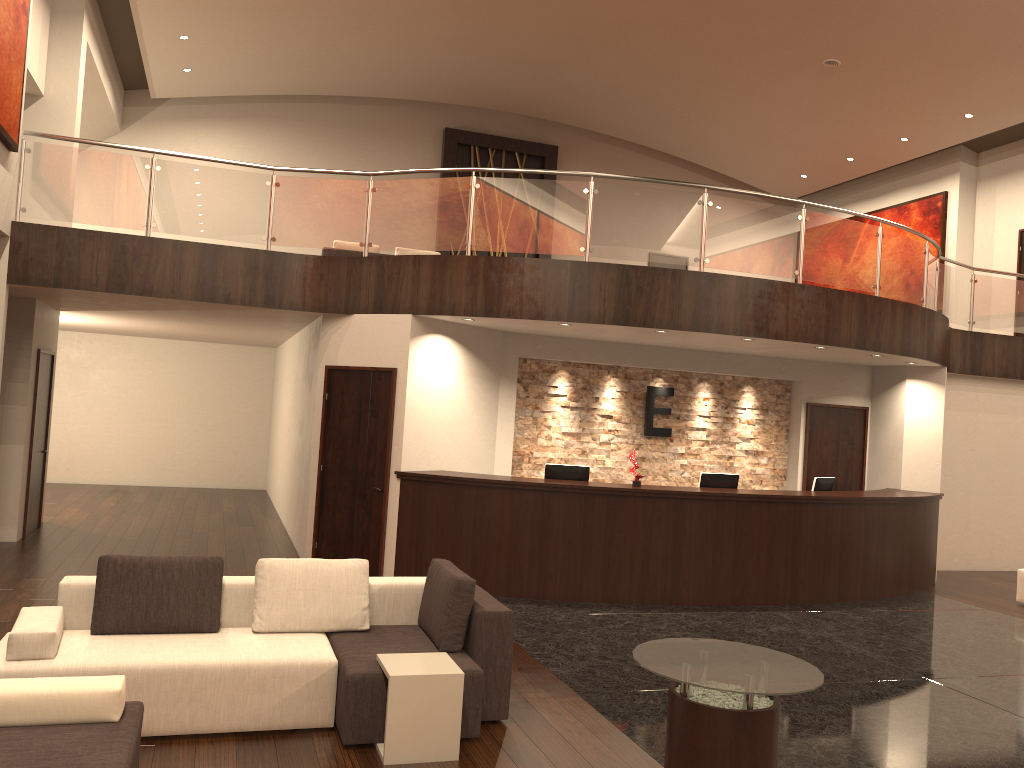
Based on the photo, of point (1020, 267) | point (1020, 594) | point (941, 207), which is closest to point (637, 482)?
point (1020, 594)

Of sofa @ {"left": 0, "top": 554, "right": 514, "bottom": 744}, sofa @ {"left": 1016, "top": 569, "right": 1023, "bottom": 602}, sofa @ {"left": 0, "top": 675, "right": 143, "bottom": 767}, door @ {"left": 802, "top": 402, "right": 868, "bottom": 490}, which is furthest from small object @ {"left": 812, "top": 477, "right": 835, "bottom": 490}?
sofa @ {"left": 0, "top": 675, "right": 143, "bottom": 767}

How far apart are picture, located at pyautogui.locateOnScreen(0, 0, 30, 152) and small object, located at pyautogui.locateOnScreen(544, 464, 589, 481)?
6.1m

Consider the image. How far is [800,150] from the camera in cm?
1787

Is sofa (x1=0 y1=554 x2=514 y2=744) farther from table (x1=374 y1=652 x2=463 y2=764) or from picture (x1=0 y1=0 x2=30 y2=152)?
picture (x1=0 y1=0 x2=30 y2=152)

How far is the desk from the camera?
8.89m

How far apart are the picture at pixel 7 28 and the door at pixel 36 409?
2.93m

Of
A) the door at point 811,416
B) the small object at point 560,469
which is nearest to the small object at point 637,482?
the small object at point 560,469

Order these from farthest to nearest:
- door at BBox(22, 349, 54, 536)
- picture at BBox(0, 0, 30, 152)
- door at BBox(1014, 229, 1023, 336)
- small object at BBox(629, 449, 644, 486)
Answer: door at BBox(1014, 229, 1023, 336) < door at BBox(22, 349, 54, 536) < small object at BBox(629, 449, 644, 486) < picture at BBox(0, 0, 30, 152)

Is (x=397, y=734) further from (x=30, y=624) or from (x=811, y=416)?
(x=811, y=416)
